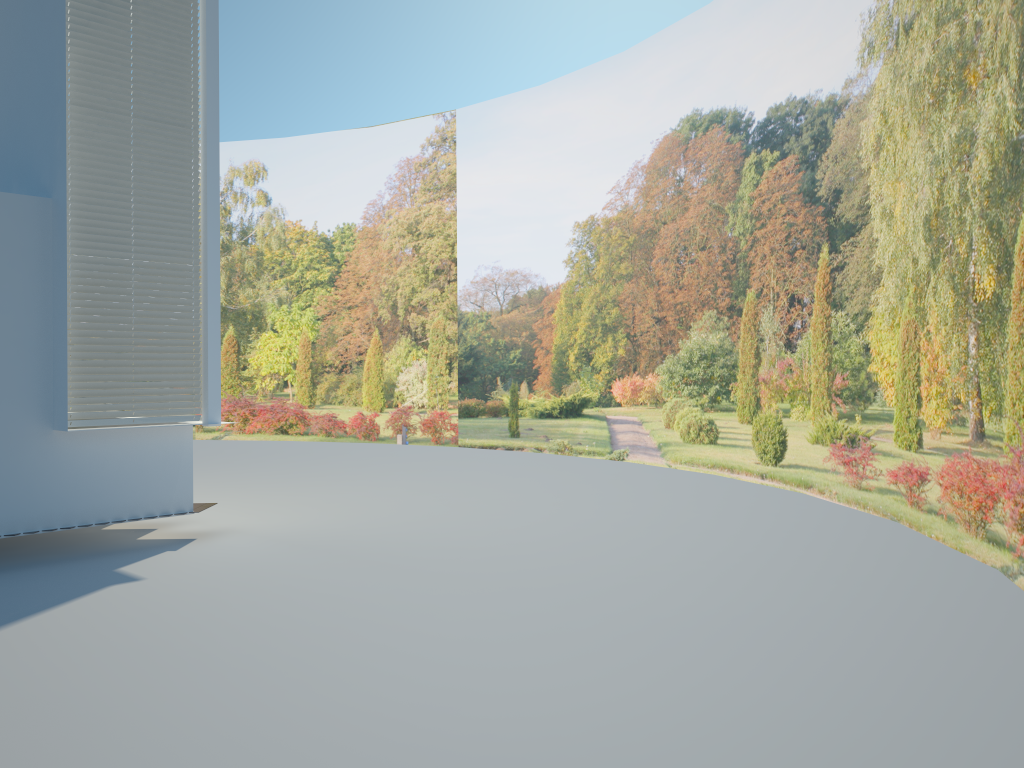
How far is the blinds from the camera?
7.1 meters

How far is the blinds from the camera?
7.1m

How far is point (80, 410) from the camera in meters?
7.1 m
